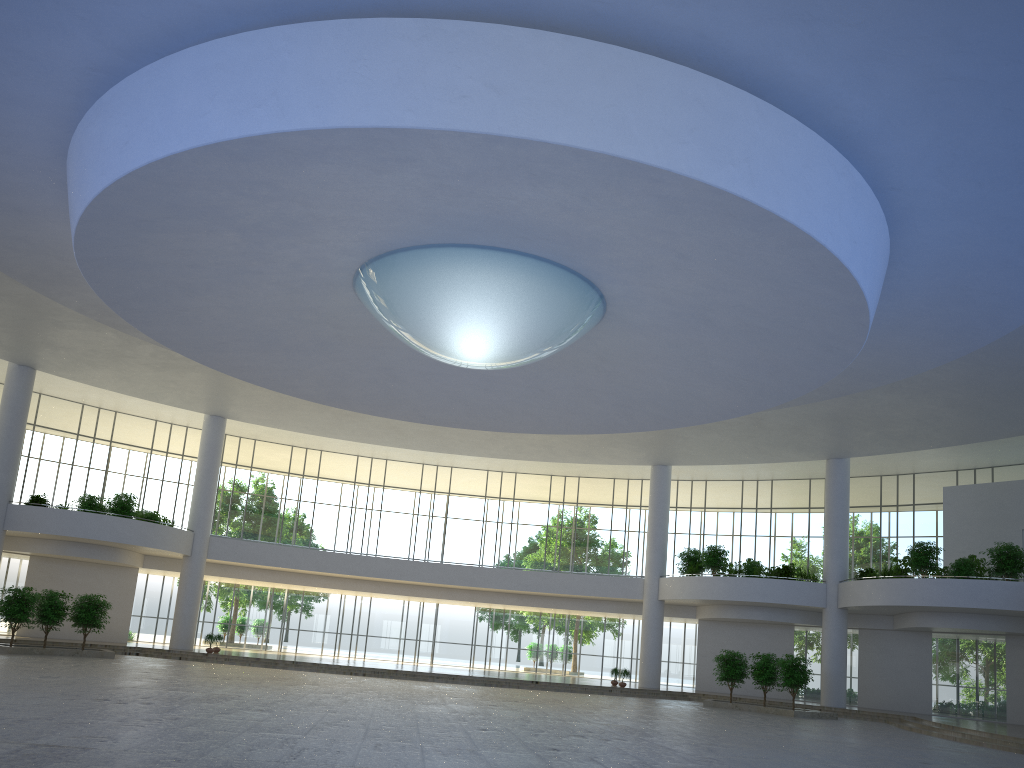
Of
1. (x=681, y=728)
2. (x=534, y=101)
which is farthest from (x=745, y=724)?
(x=534, y=101)

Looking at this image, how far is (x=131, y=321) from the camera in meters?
44.4
